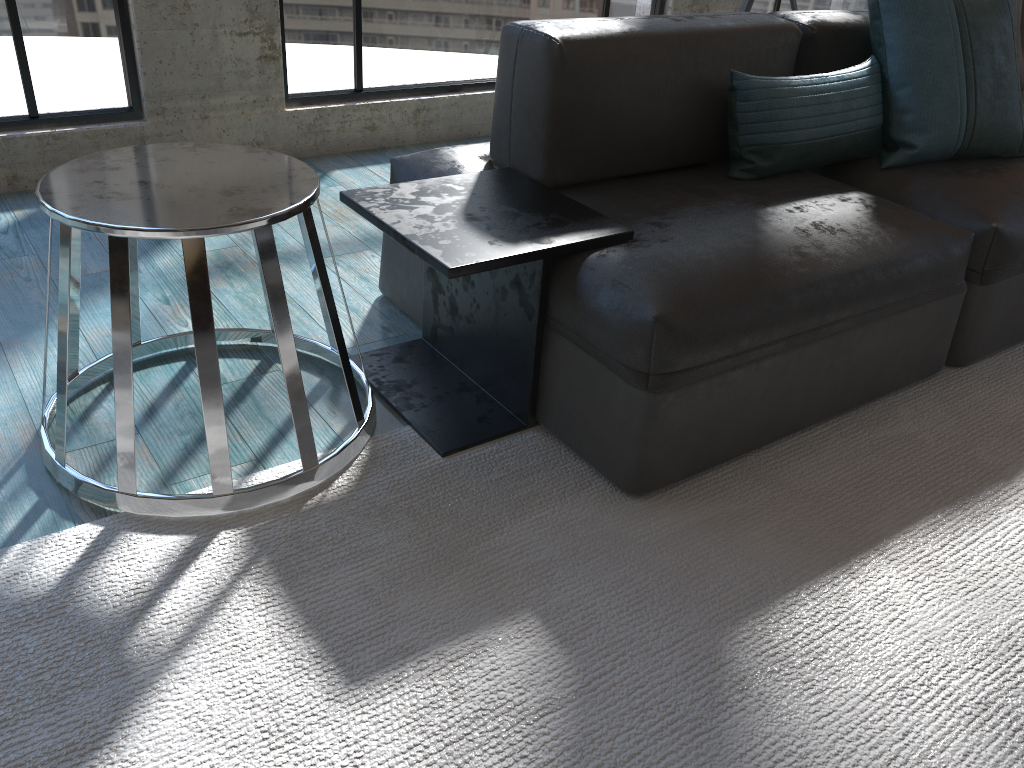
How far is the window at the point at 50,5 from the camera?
2.6m

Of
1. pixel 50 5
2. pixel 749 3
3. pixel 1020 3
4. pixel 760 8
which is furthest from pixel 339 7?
pixel 1020 3

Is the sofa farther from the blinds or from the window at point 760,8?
the blinds

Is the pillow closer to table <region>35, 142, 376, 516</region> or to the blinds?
table <region>35, 142, 376, 516</region>

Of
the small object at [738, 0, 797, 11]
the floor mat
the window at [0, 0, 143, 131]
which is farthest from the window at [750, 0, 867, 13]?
the window at [0, 0, 143, 131]

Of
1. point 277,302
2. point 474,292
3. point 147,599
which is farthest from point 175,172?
point 147,599

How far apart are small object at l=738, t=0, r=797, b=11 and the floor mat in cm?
170

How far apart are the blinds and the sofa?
3.2 meters

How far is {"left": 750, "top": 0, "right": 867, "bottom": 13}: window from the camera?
→ 4.3m

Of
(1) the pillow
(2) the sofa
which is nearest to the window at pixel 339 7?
(2) the sofa
